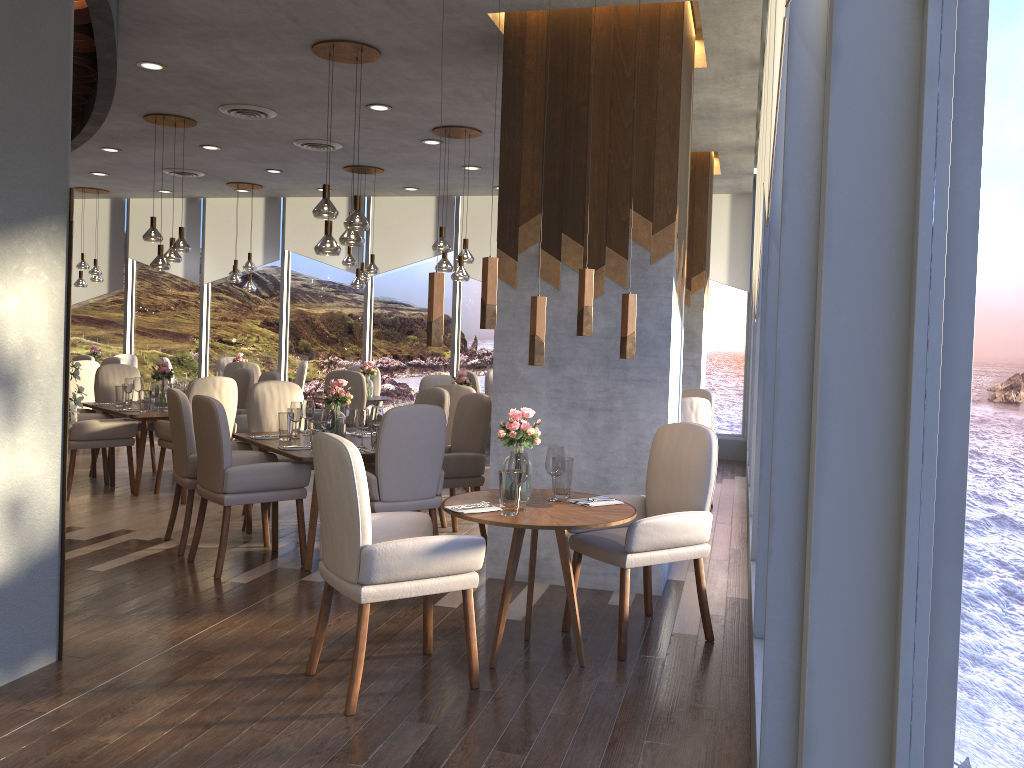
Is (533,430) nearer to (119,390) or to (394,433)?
(394,433)

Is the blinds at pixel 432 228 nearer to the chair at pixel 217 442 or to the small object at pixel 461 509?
the chair at pixel 217 442

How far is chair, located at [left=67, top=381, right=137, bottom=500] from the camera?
6.92m

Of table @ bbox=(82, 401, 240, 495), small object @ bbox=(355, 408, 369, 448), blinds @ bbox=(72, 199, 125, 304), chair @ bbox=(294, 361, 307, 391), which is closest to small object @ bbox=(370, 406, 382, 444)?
small object @ bbox=(355, 408, 369, 448)

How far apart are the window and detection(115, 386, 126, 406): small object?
4.4m

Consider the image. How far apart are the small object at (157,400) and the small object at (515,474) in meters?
5.1

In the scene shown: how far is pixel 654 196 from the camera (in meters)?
4.80

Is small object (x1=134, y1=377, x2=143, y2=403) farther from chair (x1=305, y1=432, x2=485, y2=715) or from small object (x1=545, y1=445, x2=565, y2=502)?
small object (x1=545, y1=445, x2=565, y2=502)

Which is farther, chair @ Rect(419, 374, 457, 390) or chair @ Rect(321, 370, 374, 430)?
chair @ Rect(321, 370, 374, 430)

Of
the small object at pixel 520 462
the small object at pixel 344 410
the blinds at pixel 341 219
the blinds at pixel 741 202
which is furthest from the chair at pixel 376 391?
the small object at pixel 520 462
